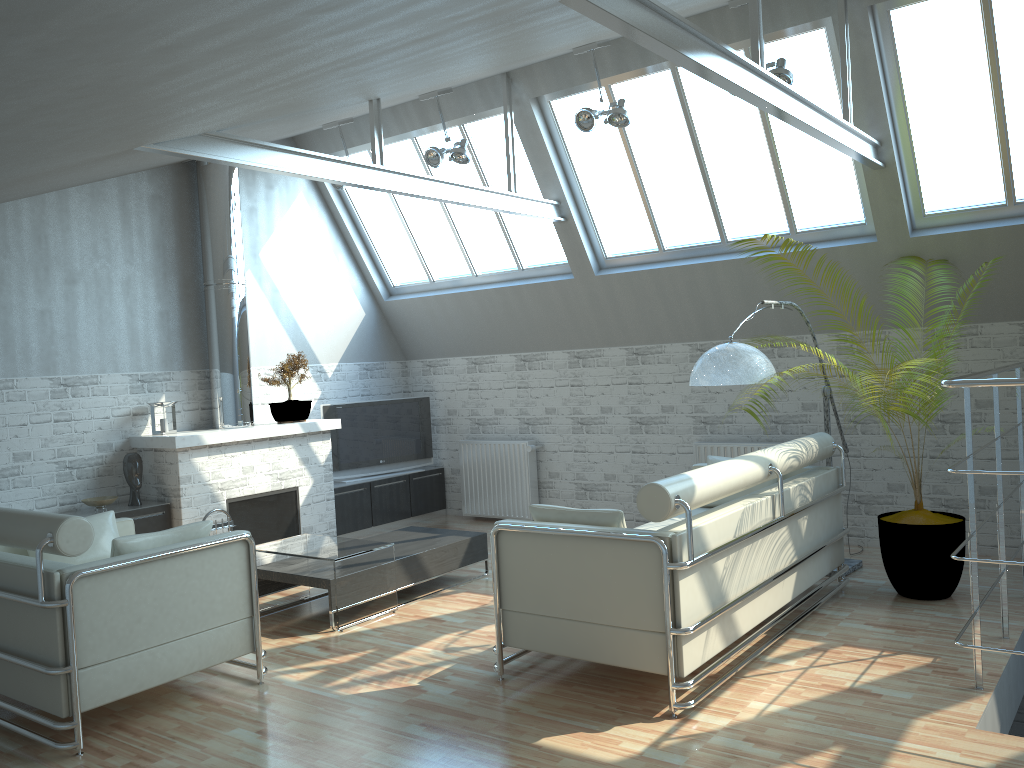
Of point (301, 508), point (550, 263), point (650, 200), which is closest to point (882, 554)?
point (650, 200)

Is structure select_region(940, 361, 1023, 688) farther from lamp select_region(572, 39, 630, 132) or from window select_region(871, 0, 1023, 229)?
lamp select_region(572, 39, 630, 132)

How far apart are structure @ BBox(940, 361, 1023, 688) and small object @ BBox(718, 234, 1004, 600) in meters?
0.4 m

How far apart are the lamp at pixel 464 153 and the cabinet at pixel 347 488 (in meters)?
6.13

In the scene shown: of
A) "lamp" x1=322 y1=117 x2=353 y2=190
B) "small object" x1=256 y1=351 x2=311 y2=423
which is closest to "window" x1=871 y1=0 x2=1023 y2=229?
"lamp" x1=322 y1=117 x2=353 y2=190

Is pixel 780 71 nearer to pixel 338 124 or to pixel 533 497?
pixel 338 124

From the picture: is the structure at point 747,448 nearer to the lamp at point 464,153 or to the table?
the table

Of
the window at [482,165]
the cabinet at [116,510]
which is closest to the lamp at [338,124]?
the window at [482,165]

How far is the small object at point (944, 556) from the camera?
10.37m

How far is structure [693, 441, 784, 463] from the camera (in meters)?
14.32
